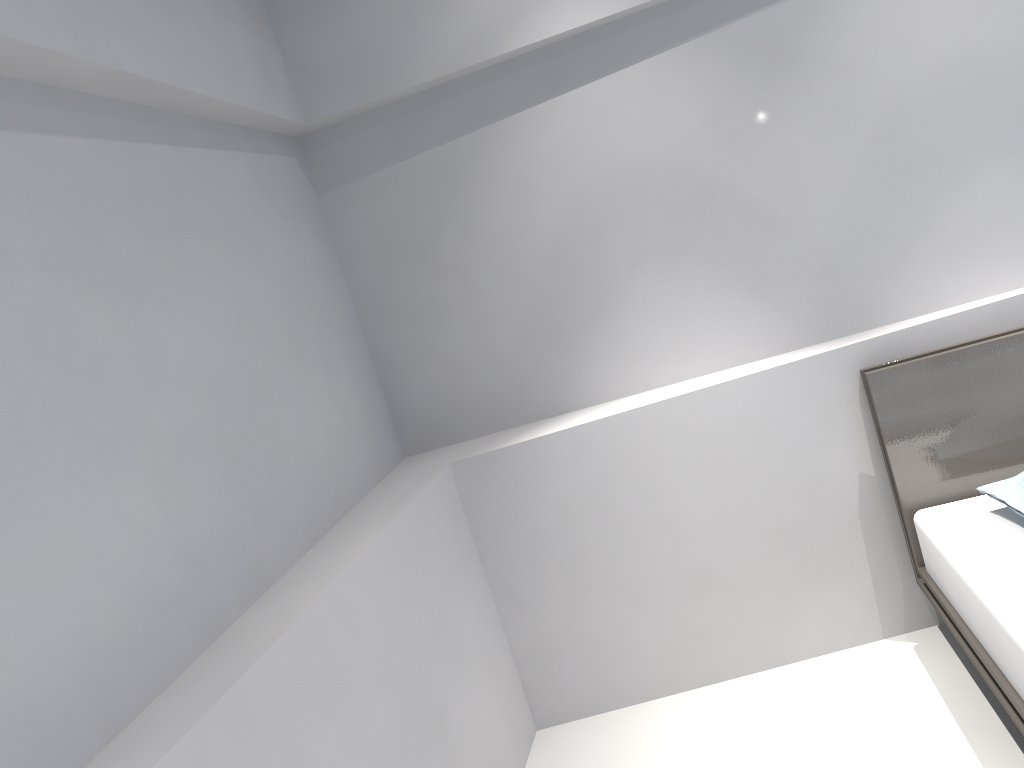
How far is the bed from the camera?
1.96m

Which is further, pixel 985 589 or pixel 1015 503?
pixel 1015 503

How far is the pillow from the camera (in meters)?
2.17

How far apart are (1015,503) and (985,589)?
0.3 meters

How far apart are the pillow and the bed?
0.05m

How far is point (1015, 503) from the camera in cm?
217

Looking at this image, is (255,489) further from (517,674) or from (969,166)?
(969,166)

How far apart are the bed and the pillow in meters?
0.1 m

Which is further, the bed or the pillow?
the pillow

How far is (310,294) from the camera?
2.6m
